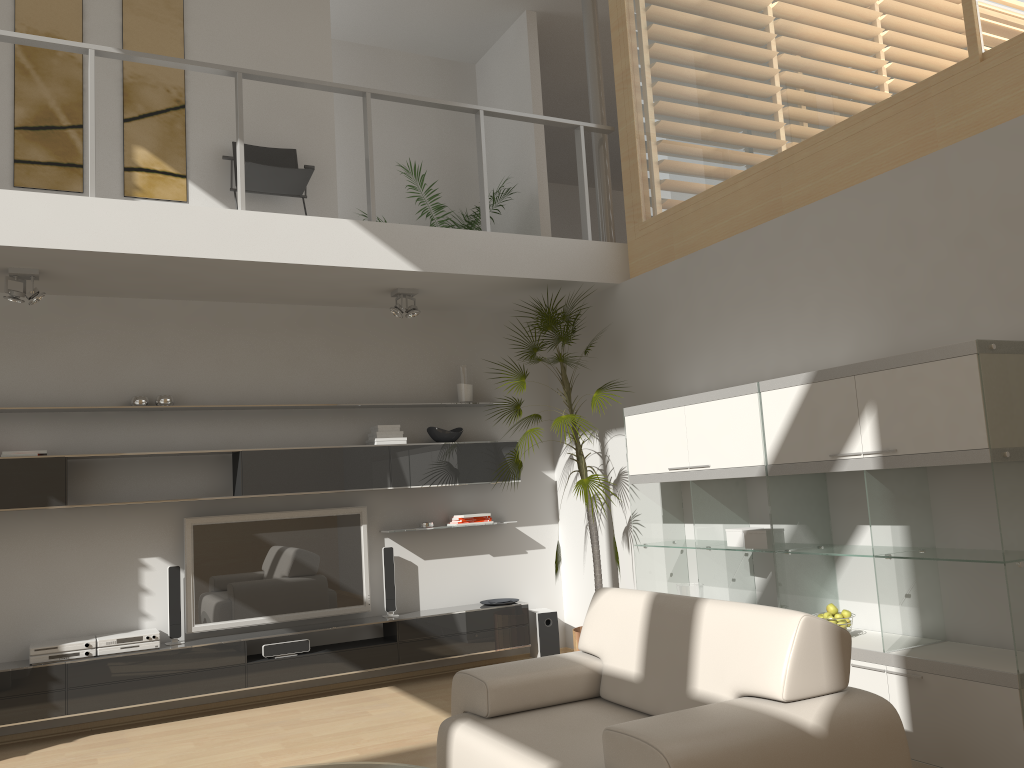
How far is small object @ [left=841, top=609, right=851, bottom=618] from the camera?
4.2 meters

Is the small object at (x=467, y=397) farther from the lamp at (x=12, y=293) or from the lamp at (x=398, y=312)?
the lamp at (x=12, y=293)

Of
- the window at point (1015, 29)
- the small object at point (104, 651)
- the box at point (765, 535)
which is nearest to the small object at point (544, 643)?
the box at point (765, 535)

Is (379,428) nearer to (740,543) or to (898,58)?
(740,543)

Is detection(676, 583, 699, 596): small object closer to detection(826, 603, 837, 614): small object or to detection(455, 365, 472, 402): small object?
detection(826, 603, 837, 614): small object

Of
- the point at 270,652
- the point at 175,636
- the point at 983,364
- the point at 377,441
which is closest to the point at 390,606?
the point at 270,652

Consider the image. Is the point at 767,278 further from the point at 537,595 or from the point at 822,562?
the point at 537,595

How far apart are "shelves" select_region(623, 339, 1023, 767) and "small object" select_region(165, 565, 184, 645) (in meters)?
2.90

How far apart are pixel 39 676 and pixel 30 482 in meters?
1.1

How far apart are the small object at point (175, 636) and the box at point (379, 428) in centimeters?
159cm
